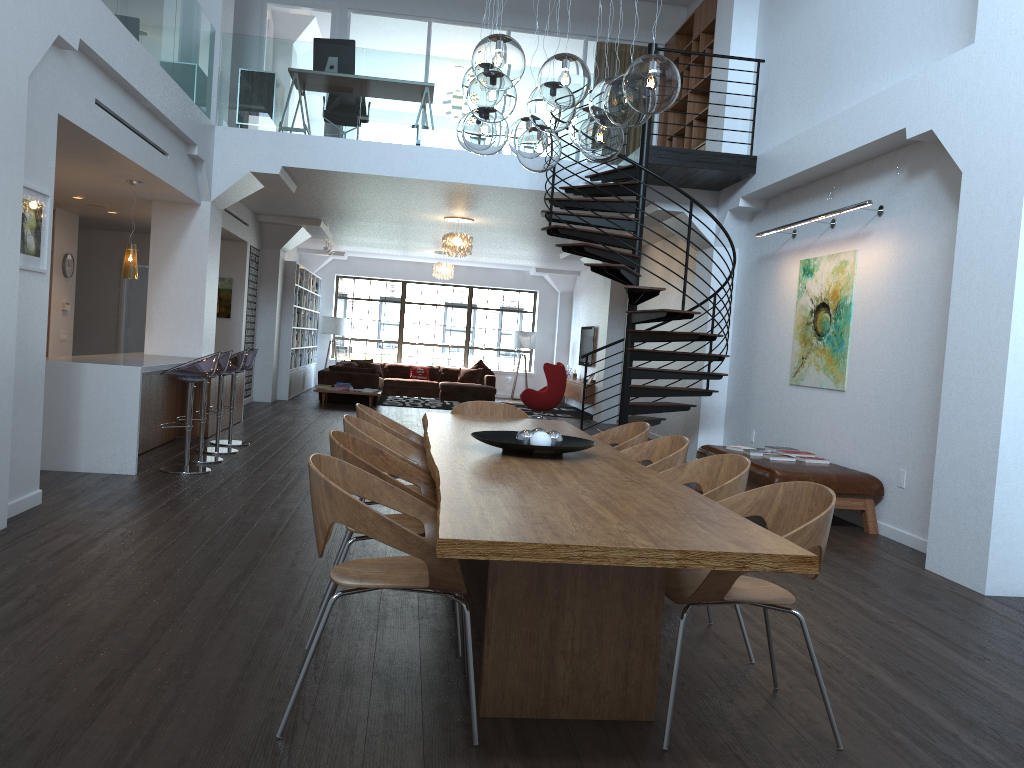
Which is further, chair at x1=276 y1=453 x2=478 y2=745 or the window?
the window

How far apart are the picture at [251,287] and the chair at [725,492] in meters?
10.9

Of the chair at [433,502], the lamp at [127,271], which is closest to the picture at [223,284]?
the lamp at [127,271]

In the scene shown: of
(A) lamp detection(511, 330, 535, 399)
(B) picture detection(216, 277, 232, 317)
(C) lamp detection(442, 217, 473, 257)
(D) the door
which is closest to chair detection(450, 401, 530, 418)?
(C) lamp detection(442, 217, 473, 257)

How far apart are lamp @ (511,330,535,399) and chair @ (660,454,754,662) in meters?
16.0

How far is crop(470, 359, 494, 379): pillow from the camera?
19.6 meters

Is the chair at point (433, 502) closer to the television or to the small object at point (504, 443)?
the small object at point (504, 443)

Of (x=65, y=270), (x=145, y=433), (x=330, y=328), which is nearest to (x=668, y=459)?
(x=145, y=433)

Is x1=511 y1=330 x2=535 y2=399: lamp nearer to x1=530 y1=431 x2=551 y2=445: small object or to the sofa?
the sofa

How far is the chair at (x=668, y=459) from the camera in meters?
4.4 m
